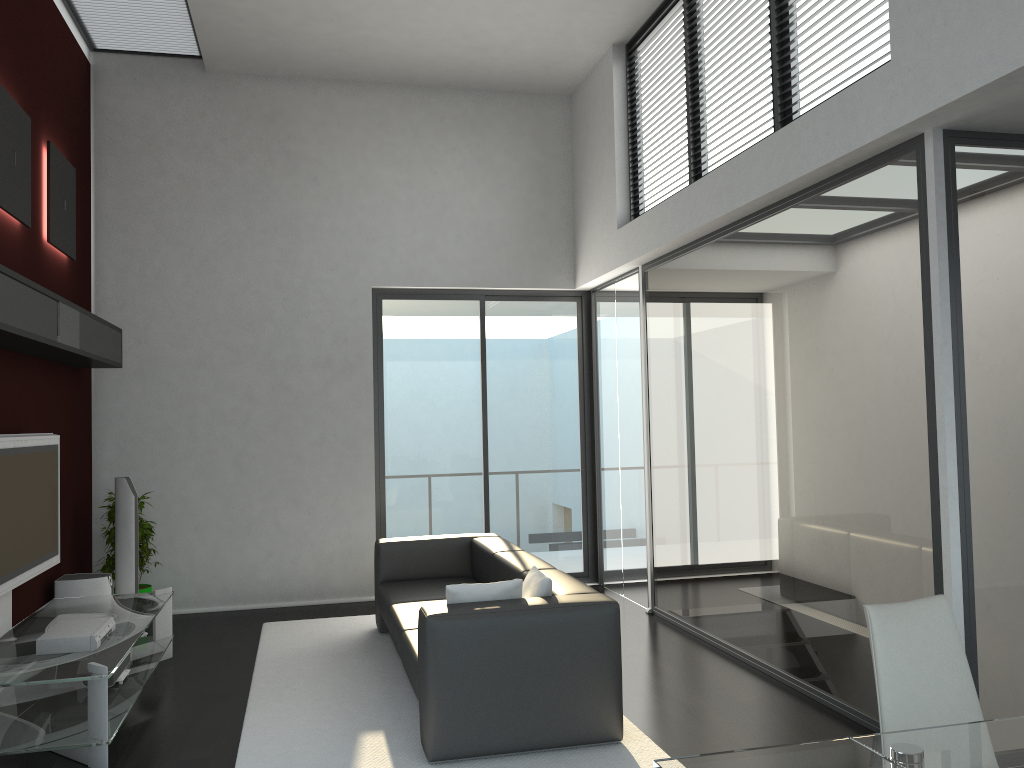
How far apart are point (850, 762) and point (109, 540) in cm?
598

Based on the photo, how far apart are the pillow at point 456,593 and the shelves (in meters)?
2.39

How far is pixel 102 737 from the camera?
3.9m

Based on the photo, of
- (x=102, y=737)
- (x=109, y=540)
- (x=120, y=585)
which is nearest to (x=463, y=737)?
(x=102, y=737)

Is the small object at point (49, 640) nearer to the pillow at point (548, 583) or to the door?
the pillow at point (548, 583)

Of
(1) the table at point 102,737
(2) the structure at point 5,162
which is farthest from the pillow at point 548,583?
(2) the structure at point 5,162

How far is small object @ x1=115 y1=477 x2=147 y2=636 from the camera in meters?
6.3 m

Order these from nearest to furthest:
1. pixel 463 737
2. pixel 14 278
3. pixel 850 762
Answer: pixel 850 762
pixel 463 737
pixel 14 278

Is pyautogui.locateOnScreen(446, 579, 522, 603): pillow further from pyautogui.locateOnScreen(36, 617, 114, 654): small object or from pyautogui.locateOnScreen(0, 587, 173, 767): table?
pyautogui.locateOnScreen(36, 617, 114, 654): small object

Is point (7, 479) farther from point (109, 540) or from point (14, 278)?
point (109, 540)
